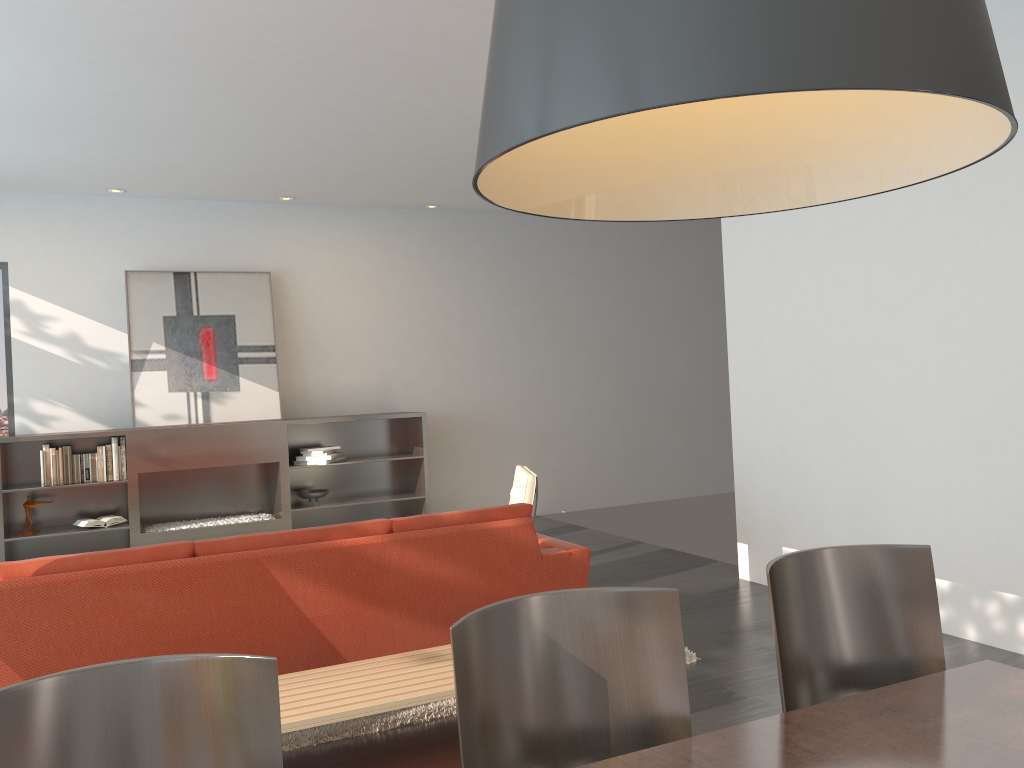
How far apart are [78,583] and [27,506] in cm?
435

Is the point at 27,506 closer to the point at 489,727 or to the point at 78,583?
the point at 78,583

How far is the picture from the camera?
7.4 meters

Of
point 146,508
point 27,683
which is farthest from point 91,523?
point 27,683

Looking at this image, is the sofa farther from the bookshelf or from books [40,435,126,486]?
books [40,435,126,486]

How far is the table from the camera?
1.52m

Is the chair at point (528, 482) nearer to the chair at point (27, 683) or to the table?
the table

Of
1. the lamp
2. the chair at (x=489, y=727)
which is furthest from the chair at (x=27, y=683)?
the lamp

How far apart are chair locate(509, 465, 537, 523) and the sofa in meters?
1.1 m

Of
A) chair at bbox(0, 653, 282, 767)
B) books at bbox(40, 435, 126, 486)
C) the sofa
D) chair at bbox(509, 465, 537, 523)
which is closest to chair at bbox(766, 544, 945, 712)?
chair at bbox(0, 653, 282, 767)
